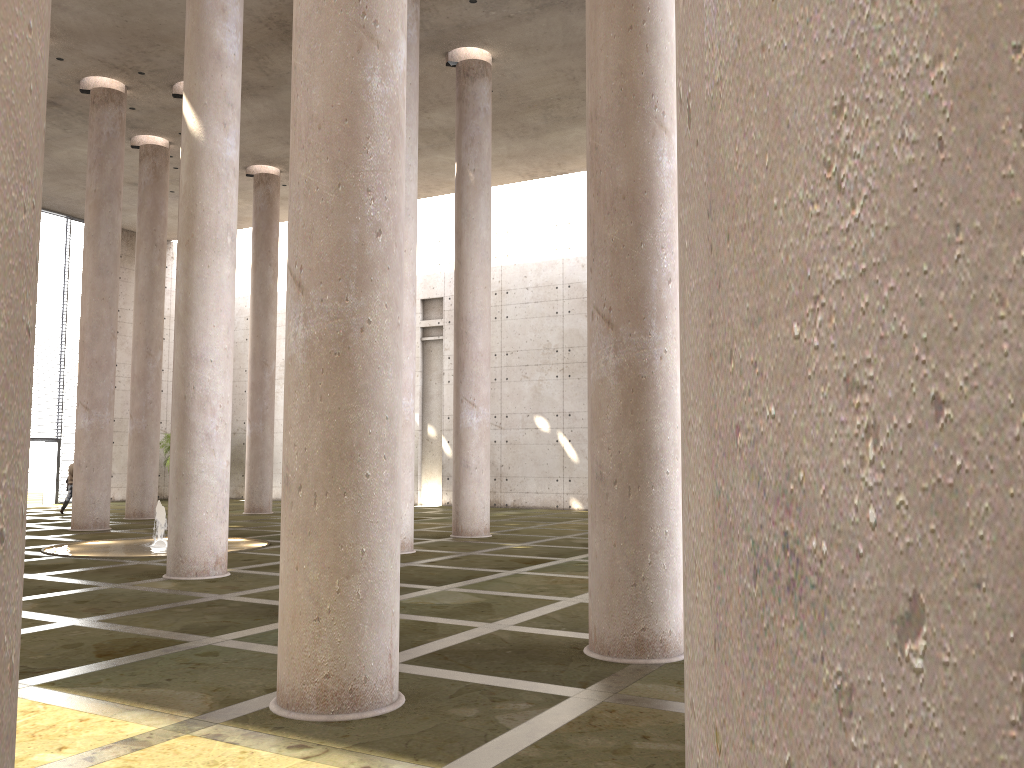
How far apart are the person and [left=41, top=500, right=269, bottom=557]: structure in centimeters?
933cm

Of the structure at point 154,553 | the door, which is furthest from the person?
the structure at point 154,553

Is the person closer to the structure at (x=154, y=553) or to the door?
the door

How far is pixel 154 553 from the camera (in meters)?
15.21

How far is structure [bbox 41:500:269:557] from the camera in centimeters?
1521cm

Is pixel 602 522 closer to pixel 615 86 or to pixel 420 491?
pixel 615 86

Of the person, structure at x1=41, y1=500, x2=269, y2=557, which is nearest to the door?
the person

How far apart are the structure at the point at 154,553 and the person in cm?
933

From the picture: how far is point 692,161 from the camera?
1.4 meters

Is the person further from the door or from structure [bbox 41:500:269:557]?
structure [bbox 41:500:269:557]
